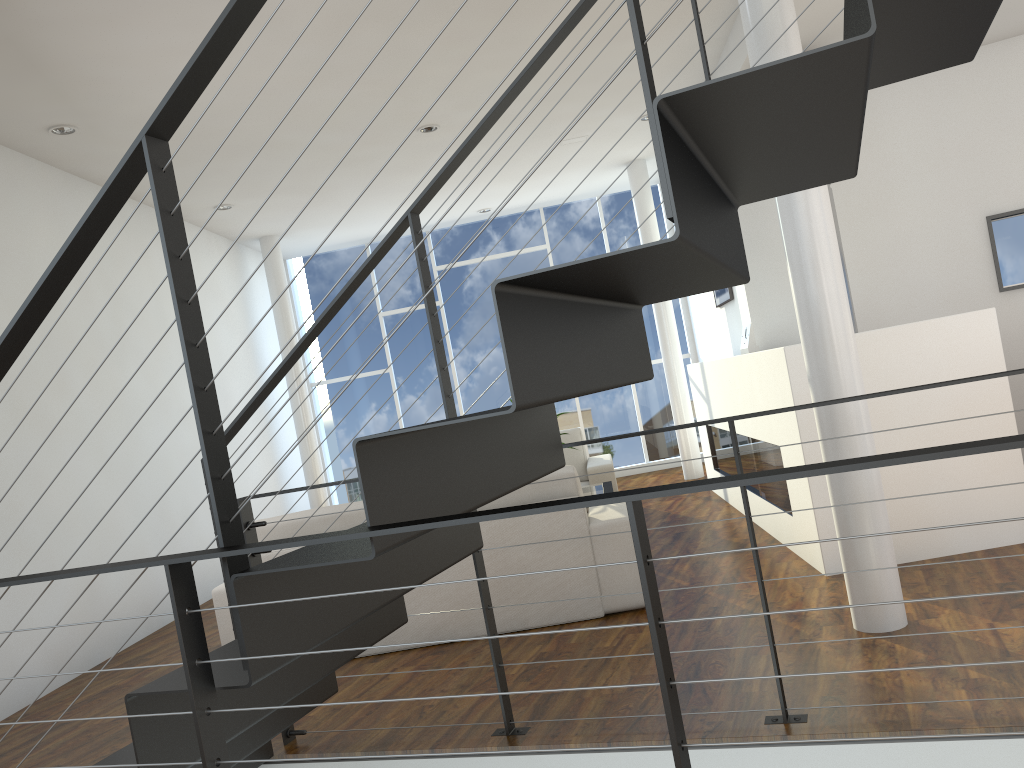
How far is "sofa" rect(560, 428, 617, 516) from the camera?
5.32m

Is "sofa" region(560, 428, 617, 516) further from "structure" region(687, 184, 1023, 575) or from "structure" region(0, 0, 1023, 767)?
"structure" region(0, 0, 1023, 767)

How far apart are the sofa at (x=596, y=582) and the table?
1.07m

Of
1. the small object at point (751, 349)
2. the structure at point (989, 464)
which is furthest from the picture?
the small object at point (751, 349)

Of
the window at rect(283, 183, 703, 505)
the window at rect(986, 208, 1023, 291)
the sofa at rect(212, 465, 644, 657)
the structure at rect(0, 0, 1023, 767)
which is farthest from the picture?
the structure at rect(0, 0, 1023, 767)

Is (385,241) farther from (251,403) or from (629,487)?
(629,487)

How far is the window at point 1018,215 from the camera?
4.7 meters

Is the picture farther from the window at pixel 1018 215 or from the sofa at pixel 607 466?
the window at pixel 1018 215

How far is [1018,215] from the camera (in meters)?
4.72

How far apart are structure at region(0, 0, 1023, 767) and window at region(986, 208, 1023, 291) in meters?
3.4 m
